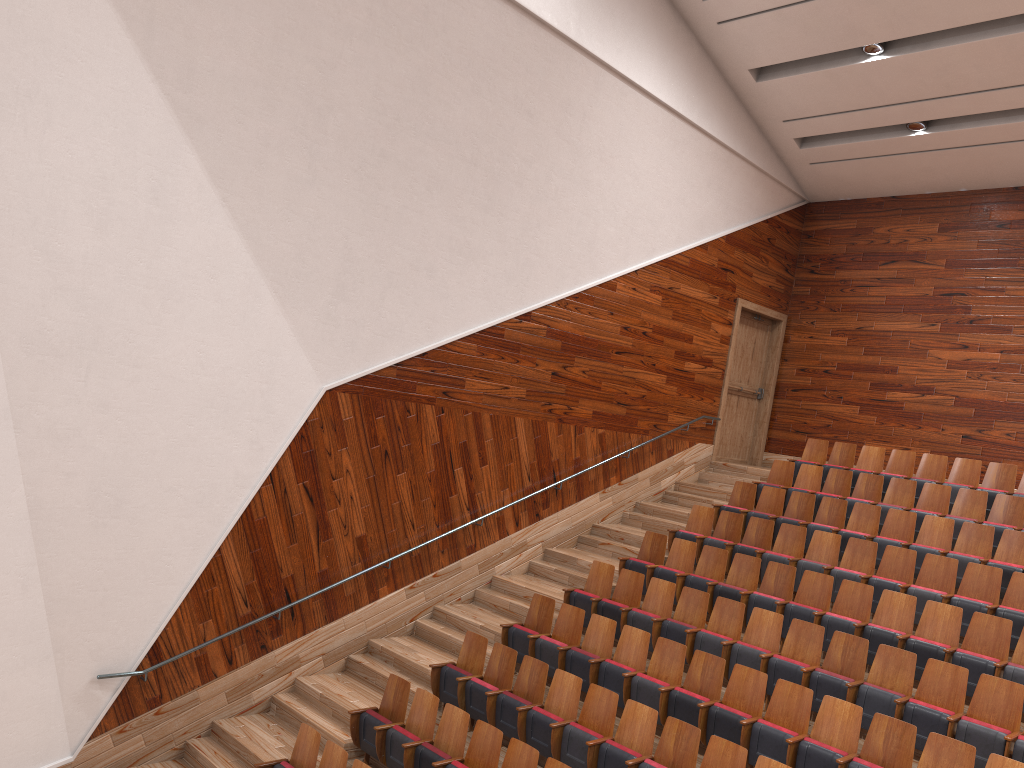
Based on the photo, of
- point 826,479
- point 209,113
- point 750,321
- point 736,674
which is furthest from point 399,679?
point 750,321

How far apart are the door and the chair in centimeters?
14cm

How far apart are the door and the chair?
0.14m

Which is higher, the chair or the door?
the door

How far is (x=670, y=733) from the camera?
0.6m

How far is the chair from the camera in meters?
0.6 m

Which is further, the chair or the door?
the door

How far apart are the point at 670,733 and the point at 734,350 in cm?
80

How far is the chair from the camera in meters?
0.6
